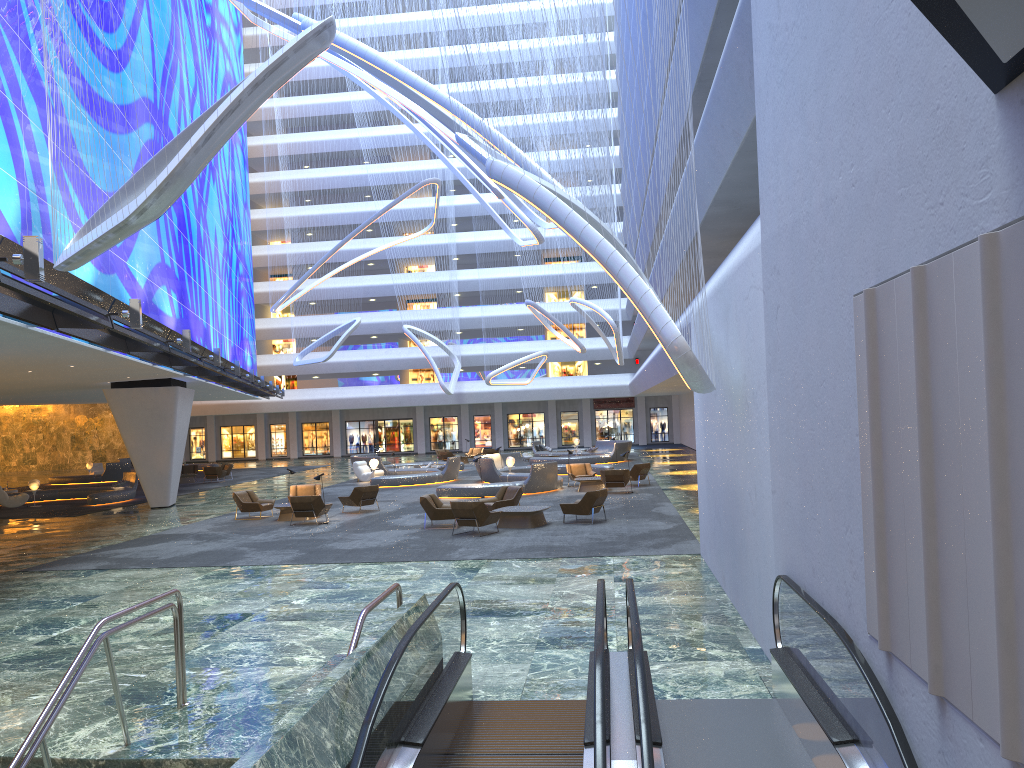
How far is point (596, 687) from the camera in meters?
5.2 m

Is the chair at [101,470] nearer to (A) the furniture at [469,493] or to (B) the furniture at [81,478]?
(B) the furniture at [81,478]

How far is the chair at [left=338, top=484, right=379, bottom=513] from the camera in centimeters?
2450cm

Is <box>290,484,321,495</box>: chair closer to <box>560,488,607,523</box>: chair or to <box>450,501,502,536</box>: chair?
<box>450,501,502,536</box>: chair

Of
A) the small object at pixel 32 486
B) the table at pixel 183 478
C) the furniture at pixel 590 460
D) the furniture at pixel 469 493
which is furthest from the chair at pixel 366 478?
the small object at pixel 32 486

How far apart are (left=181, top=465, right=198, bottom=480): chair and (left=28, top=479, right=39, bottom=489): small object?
11.8 meters

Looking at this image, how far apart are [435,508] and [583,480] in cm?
882

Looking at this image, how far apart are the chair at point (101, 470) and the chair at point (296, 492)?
27.3m

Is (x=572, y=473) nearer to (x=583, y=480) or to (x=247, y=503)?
(x=583, y=480)

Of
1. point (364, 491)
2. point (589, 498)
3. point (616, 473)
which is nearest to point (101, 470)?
point (364, 491)
